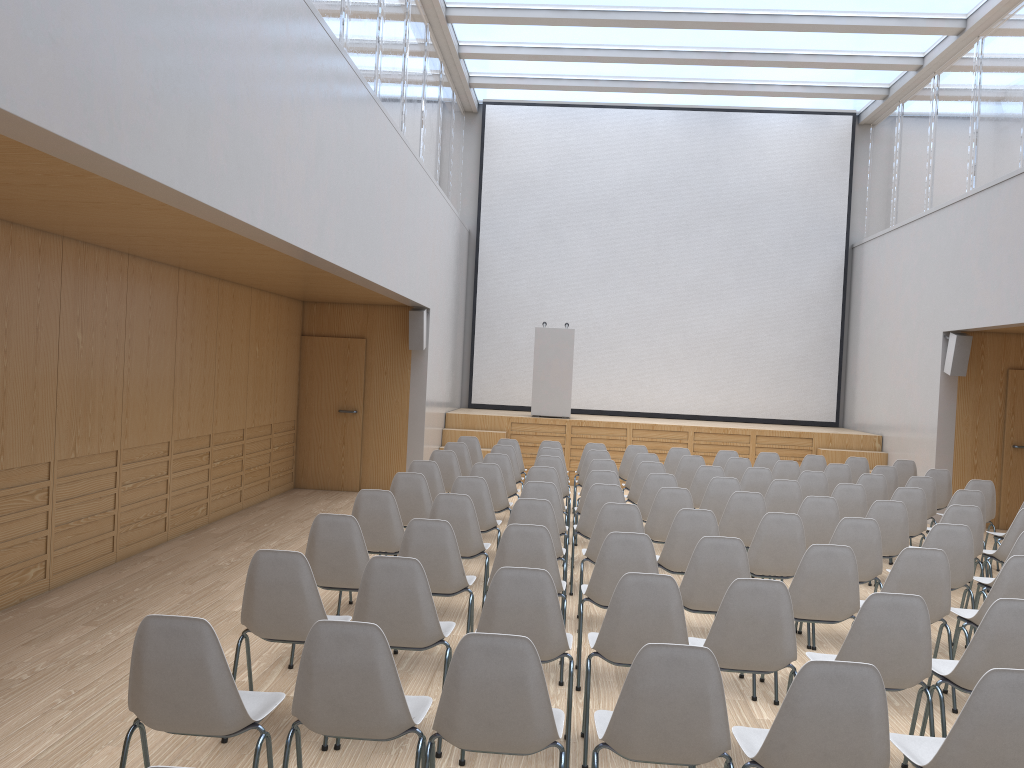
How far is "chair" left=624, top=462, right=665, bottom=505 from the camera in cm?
870

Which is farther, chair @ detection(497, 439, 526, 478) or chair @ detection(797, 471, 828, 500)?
chair @ detection(497, 439, 526, 478)

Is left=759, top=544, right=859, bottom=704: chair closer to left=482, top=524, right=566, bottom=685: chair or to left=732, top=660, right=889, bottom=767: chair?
left=482, top=524, right=566, bottom=685: chair

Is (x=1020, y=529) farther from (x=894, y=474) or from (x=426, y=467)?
(x=426, y=467)

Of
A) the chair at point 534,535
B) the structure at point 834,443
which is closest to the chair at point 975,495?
the chair at point 534,535

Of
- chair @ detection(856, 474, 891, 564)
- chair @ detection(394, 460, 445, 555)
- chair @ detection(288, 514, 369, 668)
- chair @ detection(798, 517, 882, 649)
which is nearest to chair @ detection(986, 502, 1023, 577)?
chair @ detection(856, 474, 891, 564)

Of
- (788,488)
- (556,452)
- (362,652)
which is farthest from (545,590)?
(556,452)

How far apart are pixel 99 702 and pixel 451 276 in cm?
982

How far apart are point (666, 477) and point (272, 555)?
4.52m

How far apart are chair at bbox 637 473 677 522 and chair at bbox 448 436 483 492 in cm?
343
